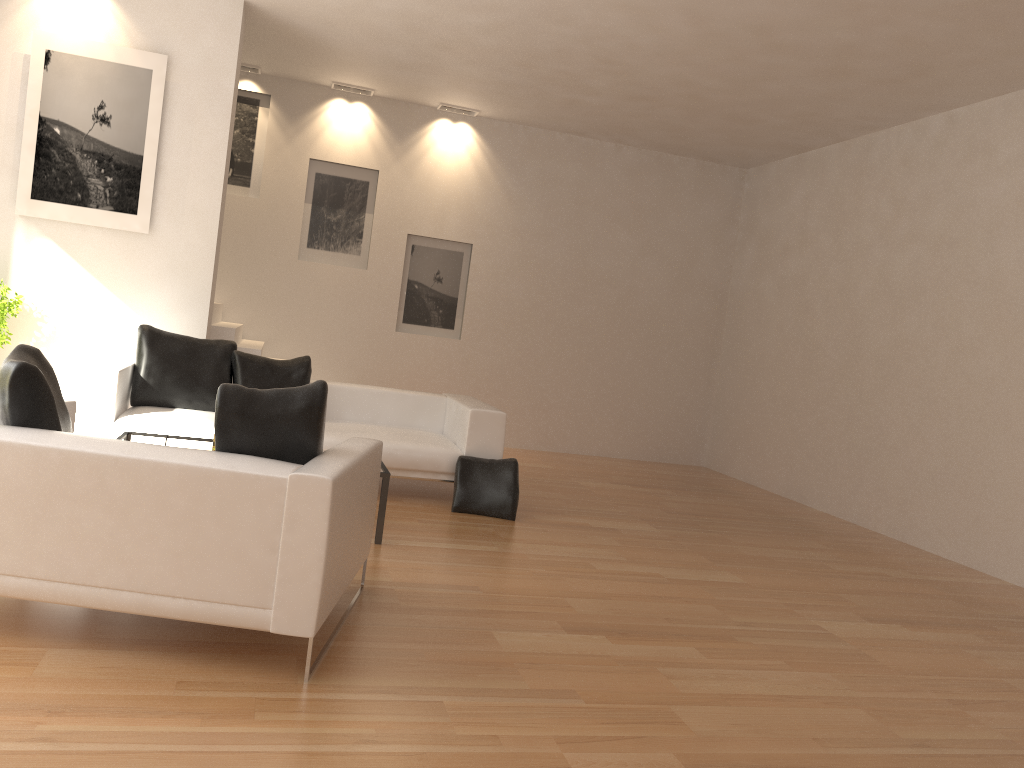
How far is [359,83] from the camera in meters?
9.4

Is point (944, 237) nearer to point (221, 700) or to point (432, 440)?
point (432, 440)

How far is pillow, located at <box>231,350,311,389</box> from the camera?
6.82m

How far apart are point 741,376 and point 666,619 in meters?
6.5 m

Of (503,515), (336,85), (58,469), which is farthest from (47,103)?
(58,469)

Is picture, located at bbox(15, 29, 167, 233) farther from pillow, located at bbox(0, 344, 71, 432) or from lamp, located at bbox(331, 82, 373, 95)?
pillow, located at bbox(0, 344, 71, 432)

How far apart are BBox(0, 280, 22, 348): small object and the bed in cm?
83

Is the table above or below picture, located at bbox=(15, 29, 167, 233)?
below

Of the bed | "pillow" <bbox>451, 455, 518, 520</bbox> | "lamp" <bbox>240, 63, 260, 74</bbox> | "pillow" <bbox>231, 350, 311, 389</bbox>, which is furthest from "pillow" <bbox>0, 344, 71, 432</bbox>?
"lamp" <bbox>240, 63, 260, 74</bbox>

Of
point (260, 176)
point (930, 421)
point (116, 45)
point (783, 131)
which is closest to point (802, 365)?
point (930, 421)
